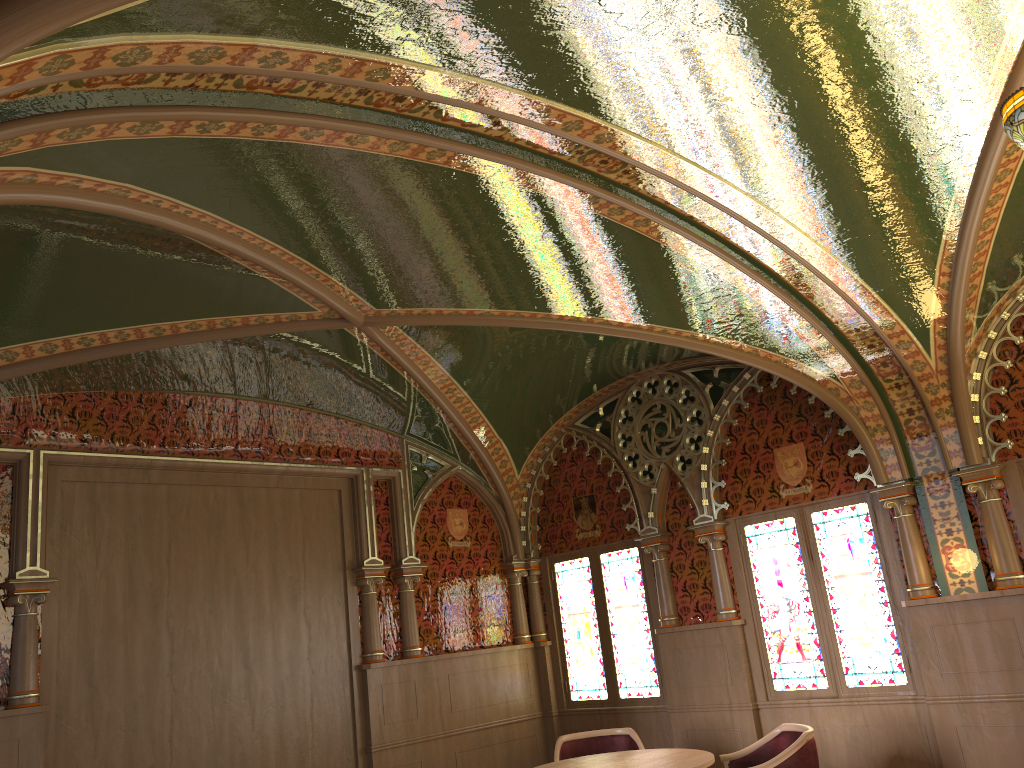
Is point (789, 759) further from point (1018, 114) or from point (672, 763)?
point (1018, 114)

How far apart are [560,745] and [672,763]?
1.36m

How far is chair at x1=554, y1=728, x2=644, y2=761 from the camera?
6.18m

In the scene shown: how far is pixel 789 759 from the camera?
→ 4.9m

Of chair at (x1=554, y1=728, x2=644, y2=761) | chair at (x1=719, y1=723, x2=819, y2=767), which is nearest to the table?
chair at (x1=719, y1=723, x2=819, y2=767)

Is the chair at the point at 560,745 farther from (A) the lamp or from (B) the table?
(A) the lamp

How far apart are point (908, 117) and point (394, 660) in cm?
553

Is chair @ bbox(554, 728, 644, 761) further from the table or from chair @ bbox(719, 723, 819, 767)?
chair @ bbox(719, 723, 819, 767)

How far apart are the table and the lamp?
3.5 meters

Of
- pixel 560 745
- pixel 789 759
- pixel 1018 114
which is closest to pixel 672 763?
pixel 789 759
